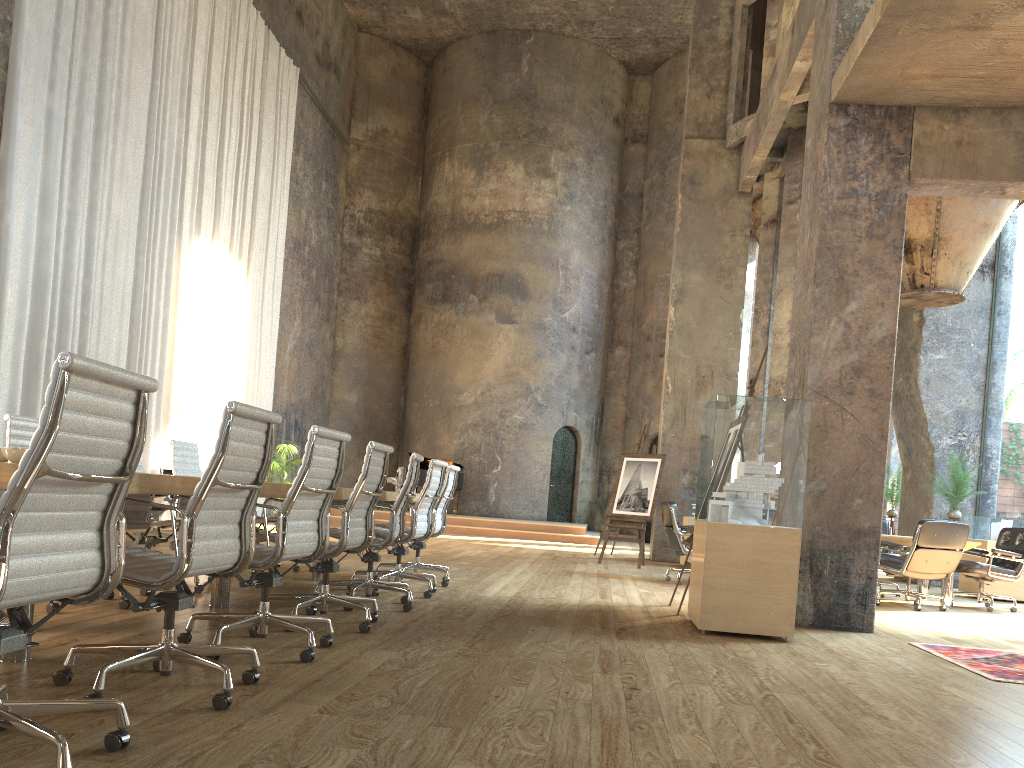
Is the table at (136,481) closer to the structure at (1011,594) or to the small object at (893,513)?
the structure at (1011,594)

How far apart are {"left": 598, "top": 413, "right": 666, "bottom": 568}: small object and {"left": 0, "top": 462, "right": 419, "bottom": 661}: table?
5.50m

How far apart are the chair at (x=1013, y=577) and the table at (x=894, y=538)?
0.3 meters

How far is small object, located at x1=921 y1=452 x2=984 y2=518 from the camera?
11.8m

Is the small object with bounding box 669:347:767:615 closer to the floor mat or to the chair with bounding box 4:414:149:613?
the floor mat

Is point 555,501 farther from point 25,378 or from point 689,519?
point 25,378

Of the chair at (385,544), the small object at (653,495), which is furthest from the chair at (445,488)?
the small object at (653,495)

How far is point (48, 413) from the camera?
2.0 meters

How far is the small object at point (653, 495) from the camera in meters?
11.6

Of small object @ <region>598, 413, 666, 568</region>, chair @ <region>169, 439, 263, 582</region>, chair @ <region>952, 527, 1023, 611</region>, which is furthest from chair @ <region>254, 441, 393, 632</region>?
small object @ <region>598, 413, 666, 568</region>
